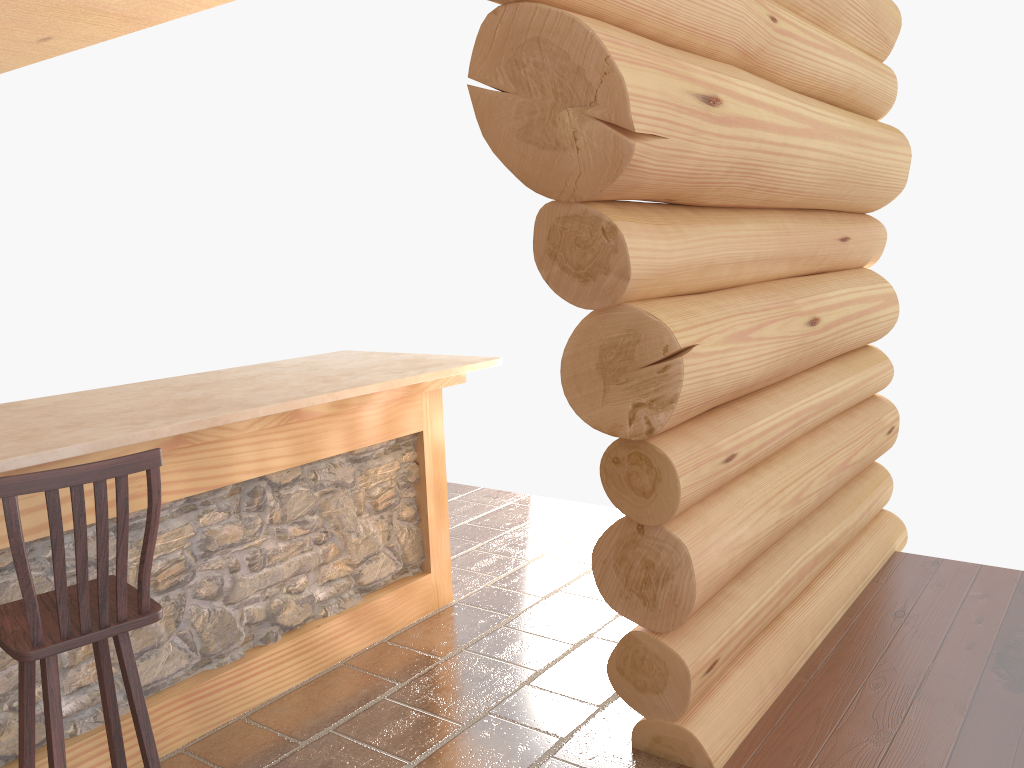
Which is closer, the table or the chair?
the chair

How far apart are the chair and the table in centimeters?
30cm

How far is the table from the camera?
3.1 meters

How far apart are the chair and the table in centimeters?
30cm

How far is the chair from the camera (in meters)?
2.22

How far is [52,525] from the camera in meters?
2.2

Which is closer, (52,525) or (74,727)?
(52,525)

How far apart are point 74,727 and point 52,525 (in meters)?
1.27

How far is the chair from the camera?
2.2m

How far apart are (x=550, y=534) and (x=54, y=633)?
3.7m
